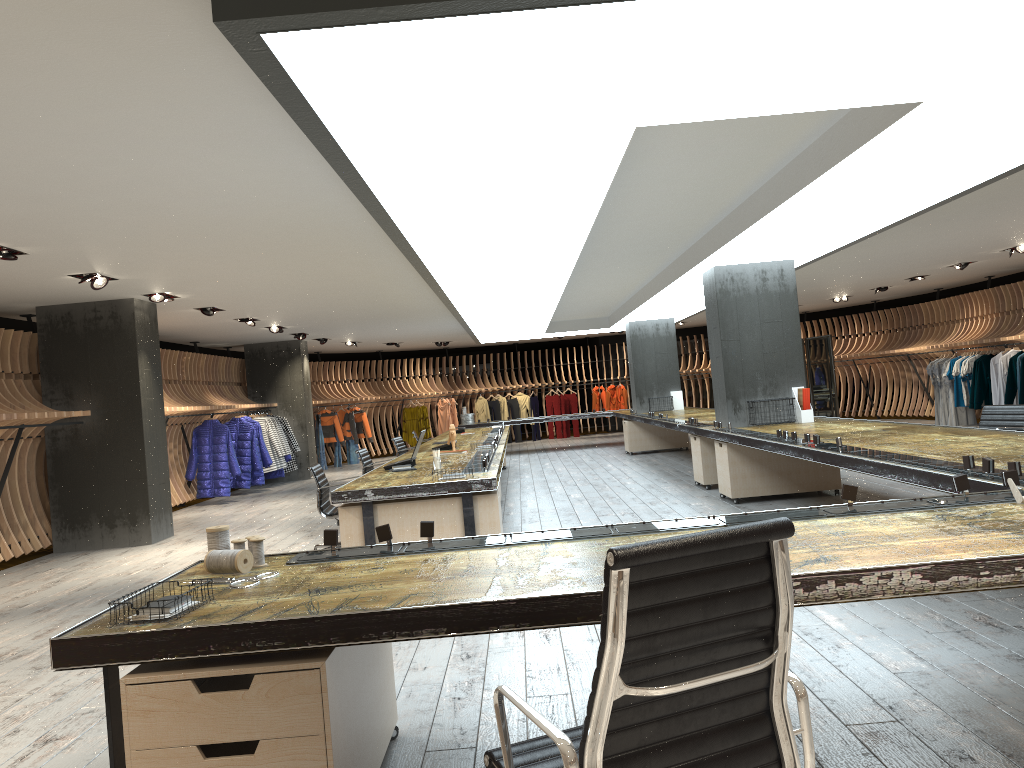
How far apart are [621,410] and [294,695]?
18.0 meters

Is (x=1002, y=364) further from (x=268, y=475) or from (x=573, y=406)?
(x=268, y=475)

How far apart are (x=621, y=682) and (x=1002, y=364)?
15.29m

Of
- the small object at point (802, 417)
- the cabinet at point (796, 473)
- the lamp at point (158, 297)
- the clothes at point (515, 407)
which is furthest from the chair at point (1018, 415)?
the clothes at point (515, 407)

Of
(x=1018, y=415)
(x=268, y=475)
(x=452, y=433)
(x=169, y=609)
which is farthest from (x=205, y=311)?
(x=169, y=609)

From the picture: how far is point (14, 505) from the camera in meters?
9.7 m

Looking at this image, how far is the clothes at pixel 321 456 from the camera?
19.9 meters

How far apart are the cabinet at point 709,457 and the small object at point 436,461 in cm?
415

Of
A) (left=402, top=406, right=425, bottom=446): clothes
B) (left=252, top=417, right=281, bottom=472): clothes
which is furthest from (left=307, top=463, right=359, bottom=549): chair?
(left=402, top=406, right=425, bottom=446): clothes

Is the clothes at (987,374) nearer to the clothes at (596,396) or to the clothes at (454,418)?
the clothes at (596,396)
